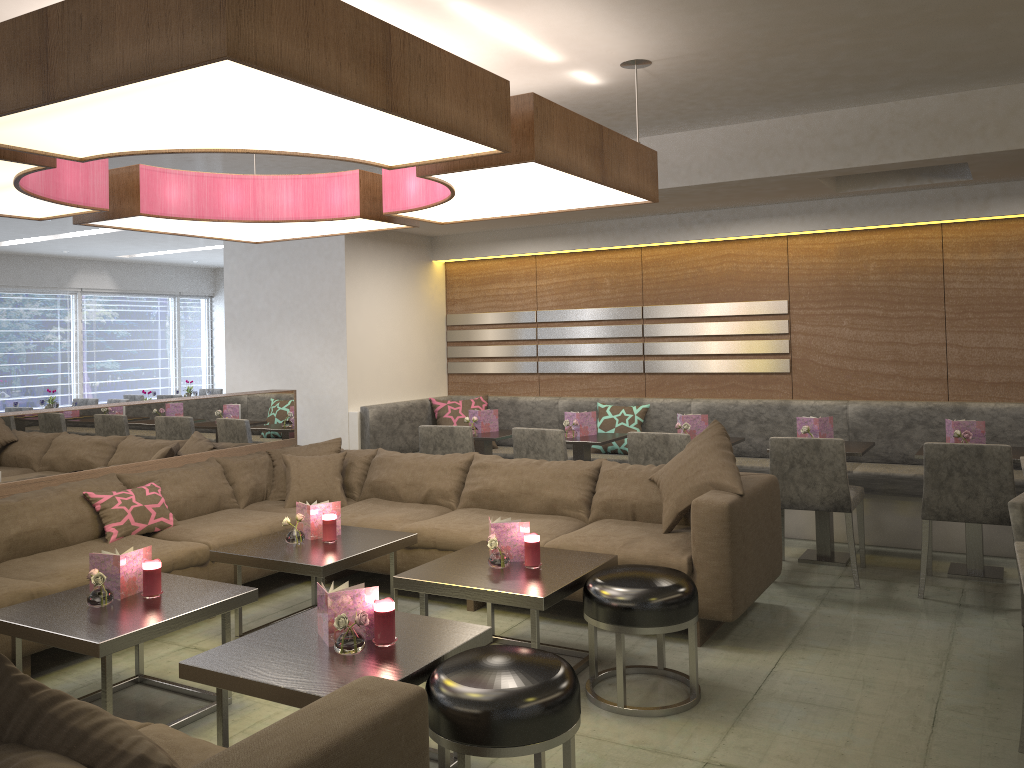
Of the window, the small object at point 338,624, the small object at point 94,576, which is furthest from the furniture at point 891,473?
the window

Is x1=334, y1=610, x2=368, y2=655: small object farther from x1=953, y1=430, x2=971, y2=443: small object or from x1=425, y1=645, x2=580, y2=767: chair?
x1=953, y1=430, x2=971, y2=443: small object

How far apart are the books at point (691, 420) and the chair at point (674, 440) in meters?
0.6 m

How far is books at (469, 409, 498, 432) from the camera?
6.3 meters

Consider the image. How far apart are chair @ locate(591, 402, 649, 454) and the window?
8.2 meters

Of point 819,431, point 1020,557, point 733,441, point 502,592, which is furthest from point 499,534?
point 819,431

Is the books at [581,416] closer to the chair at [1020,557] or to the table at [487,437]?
the table at [487,437]

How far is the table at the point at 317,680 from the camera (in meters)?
2.44

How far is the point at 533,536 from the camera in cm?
353

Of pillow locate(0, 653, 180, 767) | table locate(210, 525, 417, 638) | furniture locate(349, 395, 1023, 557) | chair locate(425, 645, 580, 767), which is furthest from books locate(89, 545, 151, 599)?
furniture locate(349, 395, 1023, 557)
